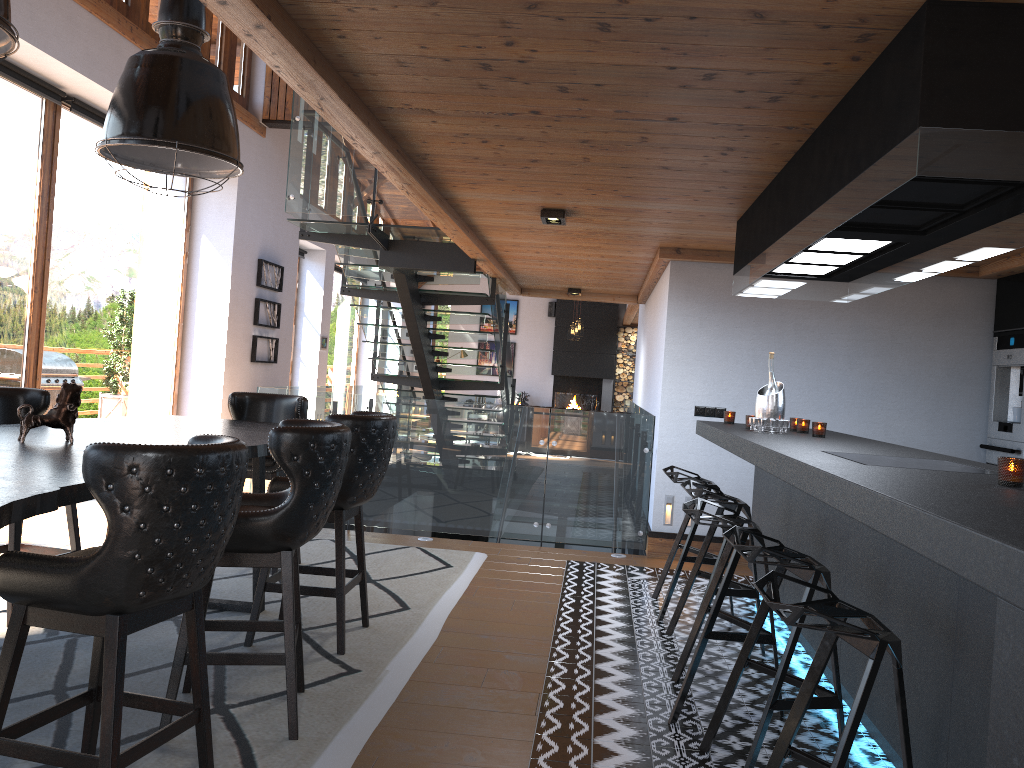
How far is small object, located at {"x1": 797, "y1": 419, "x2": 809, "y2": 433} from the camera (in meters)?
5.17

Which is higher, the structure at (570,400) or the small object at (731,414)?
the small object at (731,414)

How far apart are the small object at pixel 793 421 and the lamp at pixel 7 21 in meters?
4.4 m

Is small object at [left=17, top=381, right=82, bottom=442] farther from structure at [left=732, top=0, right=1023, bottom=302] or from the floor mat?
structure at [left=732, top=0, right=1023, bottom=302]

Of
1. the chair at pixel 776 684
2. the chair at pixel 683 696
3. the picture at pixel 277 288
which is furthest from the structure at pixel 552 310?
the chair at pixel 776 684

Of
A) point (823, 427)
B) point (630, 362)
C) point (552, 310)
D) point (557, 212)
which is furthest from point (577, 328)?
point (823, 427)

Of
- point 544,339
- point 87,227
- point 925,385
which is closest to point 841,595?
point 925,385

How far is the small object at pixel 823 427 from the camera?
4.8 meters

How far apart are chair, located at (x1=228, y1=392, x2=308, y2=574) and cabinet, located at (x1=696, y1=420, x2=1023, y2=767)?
2.51m

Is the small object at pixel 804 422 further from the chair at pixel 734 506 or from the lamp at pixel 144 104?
the lamp at pixel 144 104
